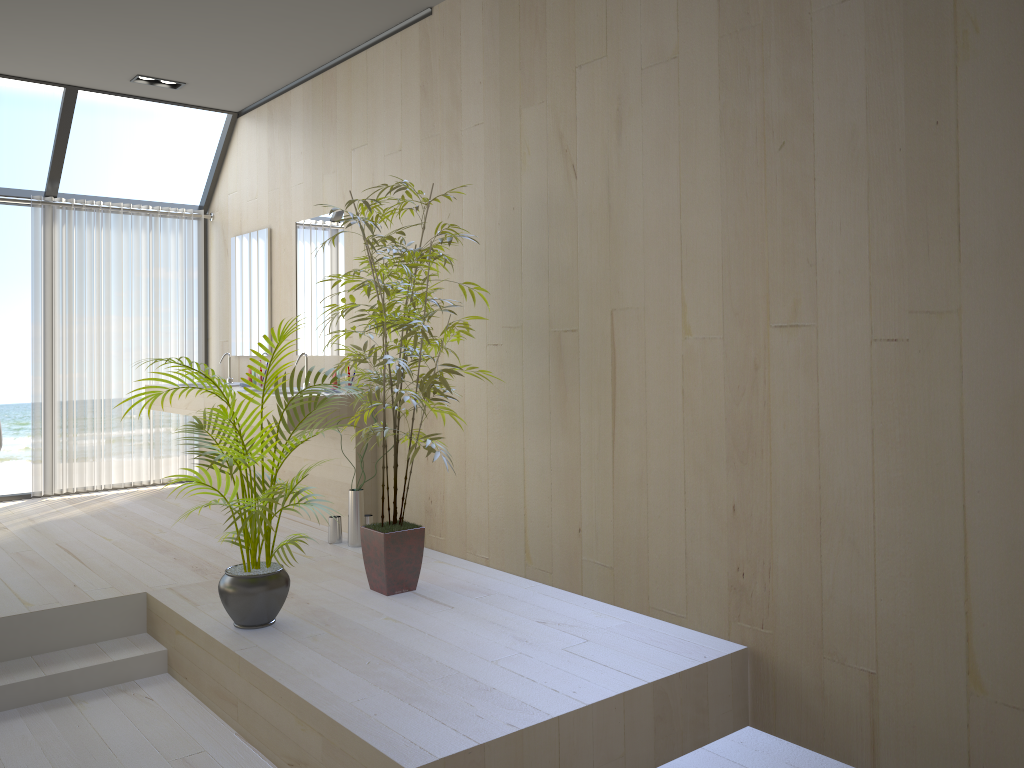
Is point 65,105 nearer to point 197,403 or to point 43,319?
point 43,319

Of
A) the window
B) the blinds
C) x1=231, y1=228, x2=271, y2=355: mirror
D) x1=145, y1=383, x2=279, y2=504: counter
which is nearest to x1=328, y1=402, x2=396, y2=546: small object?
x1=145, y1=383, x2=279, y2=504: counter

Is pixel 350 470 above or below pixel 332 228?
below

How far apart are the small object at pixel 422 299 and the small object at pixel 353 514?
0.8m

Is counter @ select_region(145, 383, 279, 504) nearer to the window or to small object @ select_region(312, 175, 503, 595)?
the window

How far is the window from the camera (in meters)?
5.77

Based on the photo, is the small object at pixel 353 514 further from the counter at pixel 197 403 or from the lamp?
the lamp

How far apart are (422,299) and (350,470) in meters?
1.6

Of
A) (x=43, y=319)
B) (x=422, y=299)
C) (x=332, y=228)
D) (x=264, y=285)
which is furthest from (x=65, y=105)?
(x=422, y=299)

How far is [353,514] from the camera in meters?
4.6
